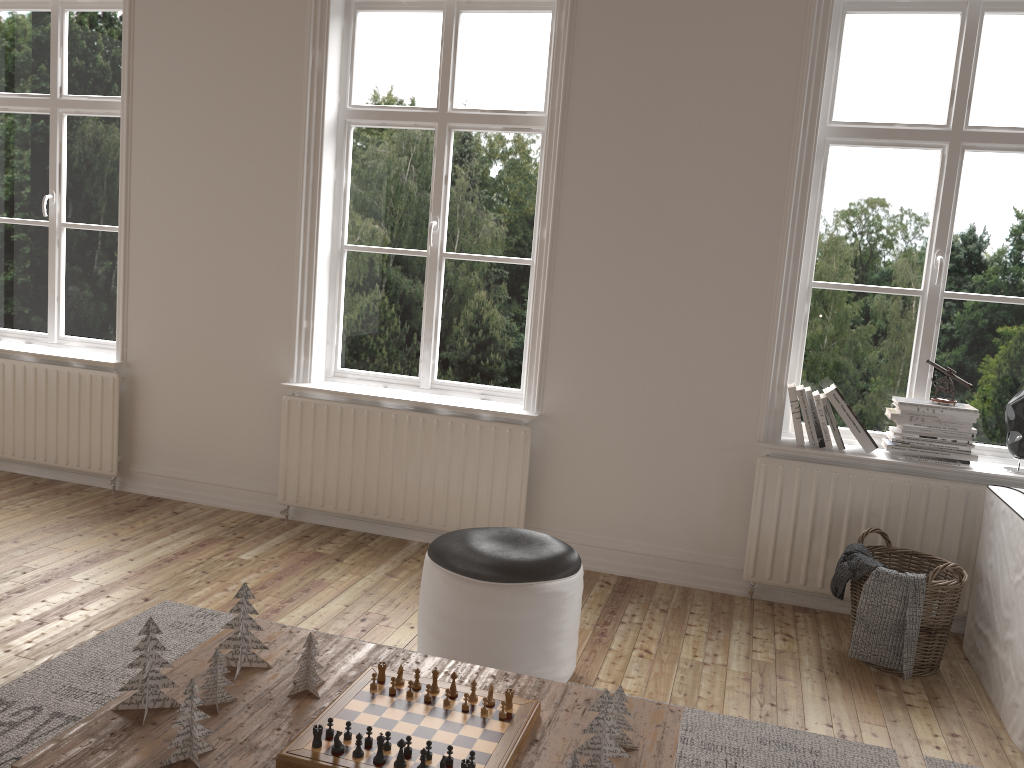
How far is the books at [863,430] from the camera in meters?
3.5 m

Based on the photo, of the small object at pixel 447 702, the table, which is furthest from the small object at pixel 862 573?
the small object at pixel 447 702

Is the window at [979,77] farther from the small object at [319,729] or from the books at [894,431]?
the small object at [319,729]

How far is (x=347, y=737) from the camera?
1.8m

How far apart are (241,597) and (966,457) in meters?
2.8 m

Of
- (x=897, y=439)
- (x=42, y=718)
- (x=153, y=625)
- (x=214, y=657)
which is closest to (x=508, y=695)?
(x=214, y=657)

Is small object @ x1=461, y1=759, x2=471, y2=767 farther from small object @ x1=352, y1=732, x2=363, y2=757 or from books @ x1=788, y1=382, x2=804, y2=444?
books @ x1=788, y1=382, x2=804, y2=444

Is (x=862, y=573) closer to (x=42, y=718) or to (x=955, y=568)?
(x=955, y=568)

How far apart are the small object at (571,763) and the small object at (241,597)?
0.89m

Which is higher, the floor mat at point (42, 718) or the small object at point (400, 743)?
the small object at point (400, 743)
